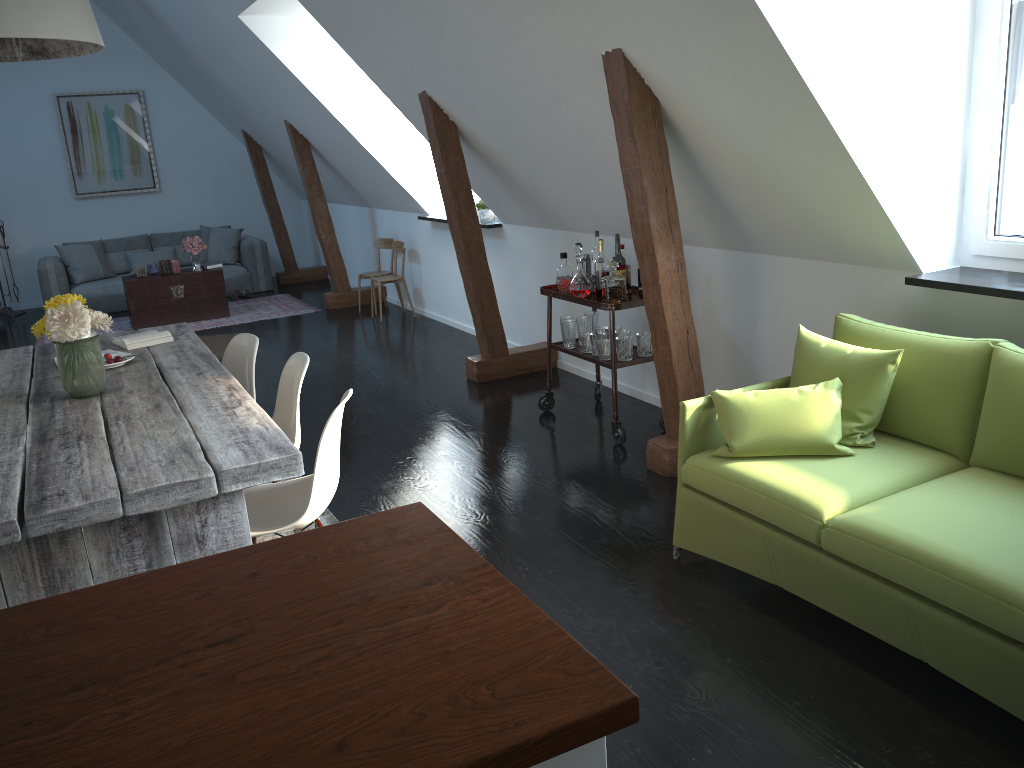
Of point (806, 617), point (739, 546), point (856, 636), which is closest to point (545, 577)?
point (739, 546)

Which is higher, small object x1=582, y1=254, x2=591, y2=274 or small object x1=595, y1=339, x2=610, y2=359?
small object x1=582, y1=254, x2=591, y2=274

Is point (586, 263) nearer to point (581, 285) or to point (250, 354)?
point (581, 285)

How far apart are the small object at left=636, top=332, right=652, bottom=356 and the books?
2.3 meters

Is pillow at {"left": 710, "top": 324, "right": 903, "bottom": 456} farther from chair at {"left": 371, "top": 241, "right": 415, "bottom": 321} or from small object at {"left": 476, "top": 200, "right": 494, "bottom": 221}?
chair at {"left": 371, "top": 241, "right": 415, "bottom": 321}

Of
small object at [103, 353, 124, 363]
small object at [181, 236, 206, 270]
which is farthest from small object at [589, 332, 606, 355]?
small object at [181, 236, 206, 270]

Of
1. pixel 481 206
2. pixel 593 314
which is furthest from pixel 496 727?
pixel 481 206

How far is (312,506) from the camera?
2.8m

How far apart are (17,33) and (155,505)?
1.5m

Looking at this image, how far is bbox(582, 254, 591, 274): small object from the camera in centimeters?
496cm
